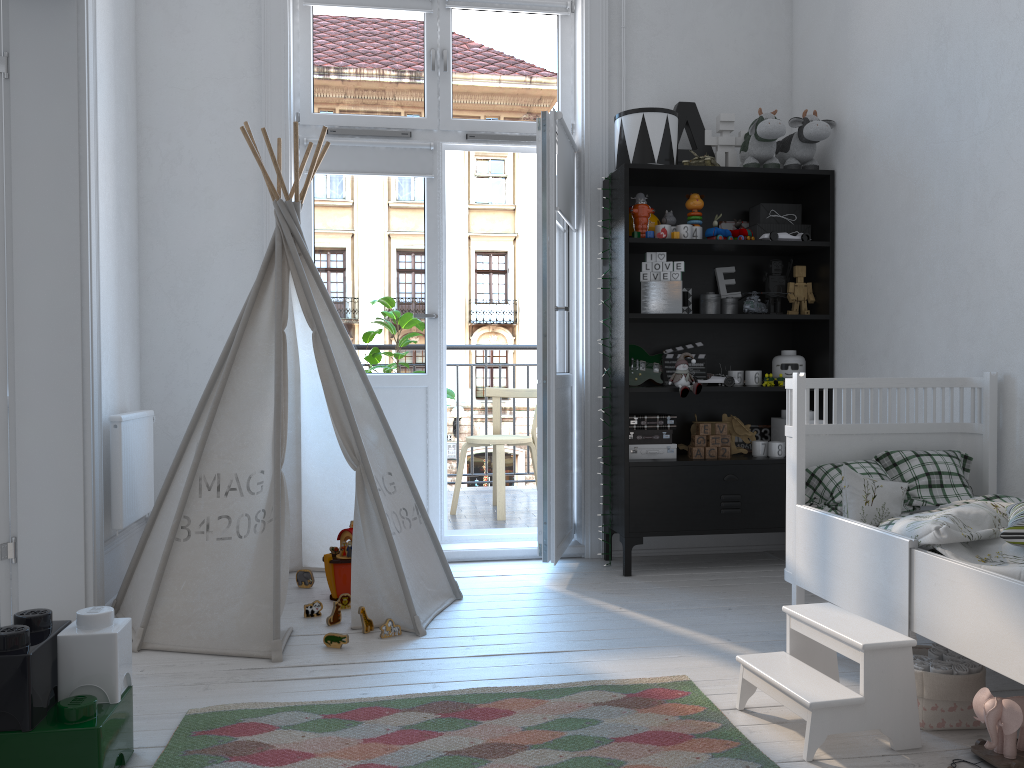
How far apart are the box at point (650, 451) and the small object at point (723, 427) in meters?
0.2

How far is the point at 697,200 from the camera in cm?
372

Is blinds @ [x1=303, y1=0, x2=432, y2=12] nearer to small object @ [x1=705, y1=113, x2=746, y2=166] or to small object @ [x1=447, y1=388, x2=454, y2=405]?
small object @ [x1=705, y1=113, x2=746, y2=166]

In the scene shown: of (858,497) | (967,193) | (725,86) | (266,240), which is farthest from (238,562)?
(725,86)

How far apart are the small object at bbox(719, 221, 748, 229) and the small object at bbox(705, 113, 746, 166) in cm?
27

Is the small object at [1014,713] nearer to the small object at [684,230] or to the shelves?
the shelves

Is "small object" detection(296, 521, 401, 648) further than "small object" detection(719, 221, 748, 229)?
No

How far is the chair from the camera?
4.8 meters

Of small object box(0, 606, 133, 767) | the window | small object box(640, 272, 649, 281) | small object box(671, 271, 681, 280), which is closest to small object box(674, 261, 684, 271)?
small object box(671, 271, 681, 280)

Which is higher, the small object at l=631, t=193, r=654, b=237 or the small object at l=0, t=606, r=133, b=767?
the small object at l=631, t=193, r=654, b=237
